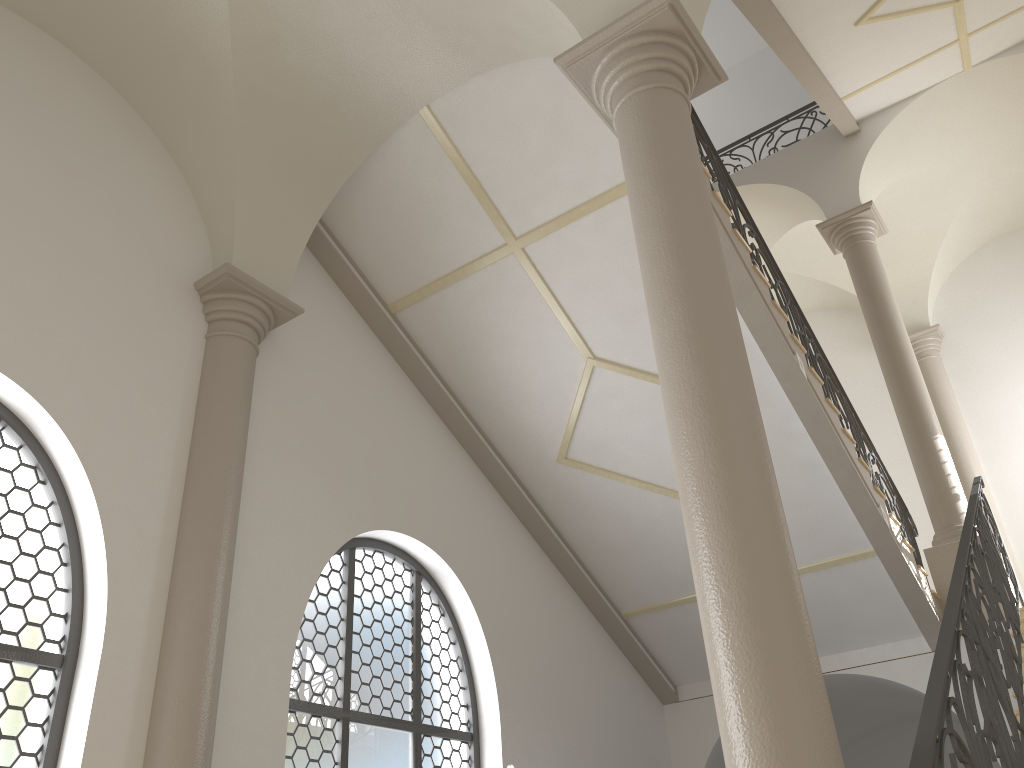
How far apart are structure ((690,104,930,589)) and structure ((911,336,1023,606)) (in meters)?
3.02

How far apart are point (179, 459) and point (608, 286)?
3.4 meters

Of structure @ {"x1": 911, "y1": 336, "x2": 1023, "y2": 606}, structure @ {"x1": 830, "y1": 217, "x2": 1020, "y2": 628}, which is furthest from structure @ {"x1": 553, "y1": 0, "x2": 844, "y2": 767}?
structure @ {"x1": 911, "y1": 336, "x2": 1023, "y2": 606}

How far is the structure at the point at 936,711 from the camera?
3.3 meters

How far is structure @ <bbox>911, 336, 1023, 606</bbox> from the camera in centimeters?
1195cm

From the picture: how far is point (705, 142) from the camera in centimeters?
738cm

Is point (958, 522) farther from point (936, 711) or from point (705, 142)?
point (936, 711)

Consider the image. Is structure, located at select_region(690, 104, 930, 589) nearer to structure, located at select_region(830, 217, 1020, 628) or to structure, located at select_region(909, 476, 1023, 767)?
structure, located at select_region(830, 217, 1020, 628)

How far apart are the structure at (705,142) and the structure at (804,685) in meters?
2.4

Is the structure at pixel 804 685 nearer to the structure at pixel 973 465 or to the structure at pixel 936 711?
the structure at pixel 936 711
